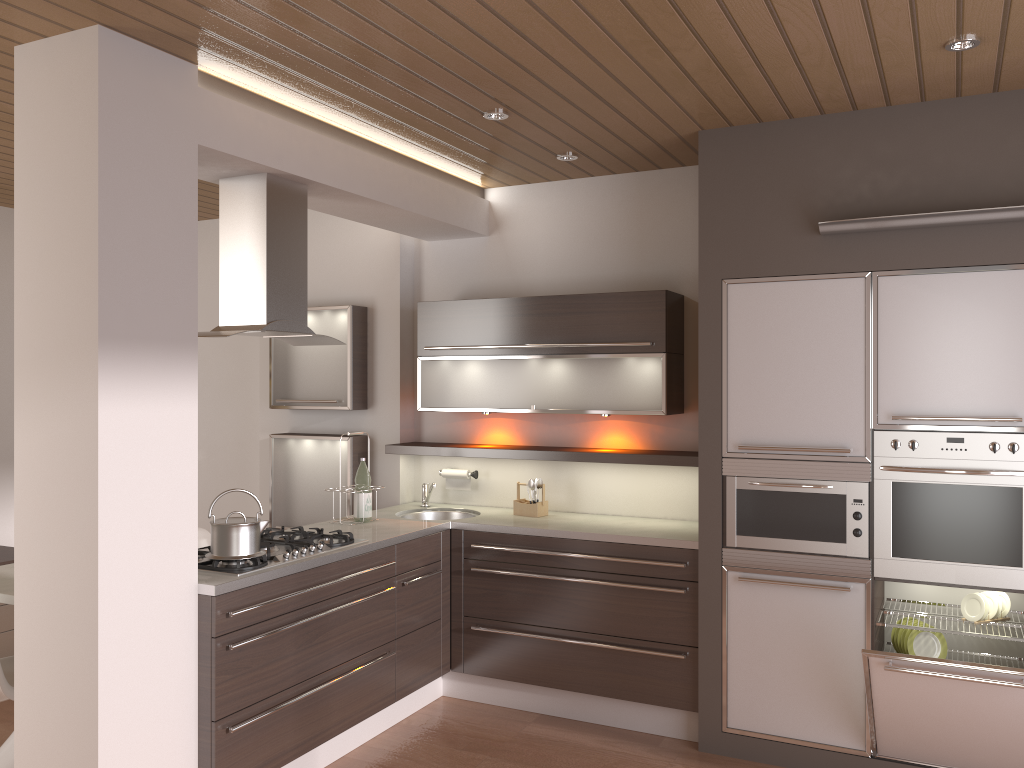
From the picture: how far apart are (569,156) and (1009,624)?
2.80m

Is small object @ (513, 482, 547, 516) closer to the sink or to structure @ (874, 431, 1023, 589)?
the sink

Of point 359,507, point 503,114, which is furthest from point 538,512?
point 503,114

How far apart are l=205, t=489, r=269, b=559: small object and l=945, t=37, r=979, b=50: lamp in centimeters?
290cm

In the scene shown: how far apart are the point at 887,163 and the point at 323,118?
2.3m

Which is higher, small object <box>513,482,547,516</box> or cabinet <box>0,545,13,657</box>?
small object <box>513,482,547,516</box>

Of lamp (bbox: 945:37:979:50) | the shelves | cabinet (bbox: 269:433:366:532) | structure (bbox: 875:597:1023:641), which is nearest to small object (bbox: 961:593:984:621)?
structure (bbox: 875:597:1023:641)

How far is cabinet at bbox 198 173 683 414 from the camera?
3.5 meters

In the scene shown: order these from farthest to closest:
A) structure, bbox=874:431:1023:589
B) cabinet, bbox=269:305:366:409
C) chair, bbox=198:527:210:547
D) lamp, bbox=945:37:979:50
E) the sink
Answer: cabinet, bbox=269:305:366:409
the sink
chair, bbox=198:527:210:547
structure, bbox=874:431:1023:589
lamp, bbox=945:37:979:50

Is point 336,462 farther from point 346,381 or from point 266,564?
point 266,564
